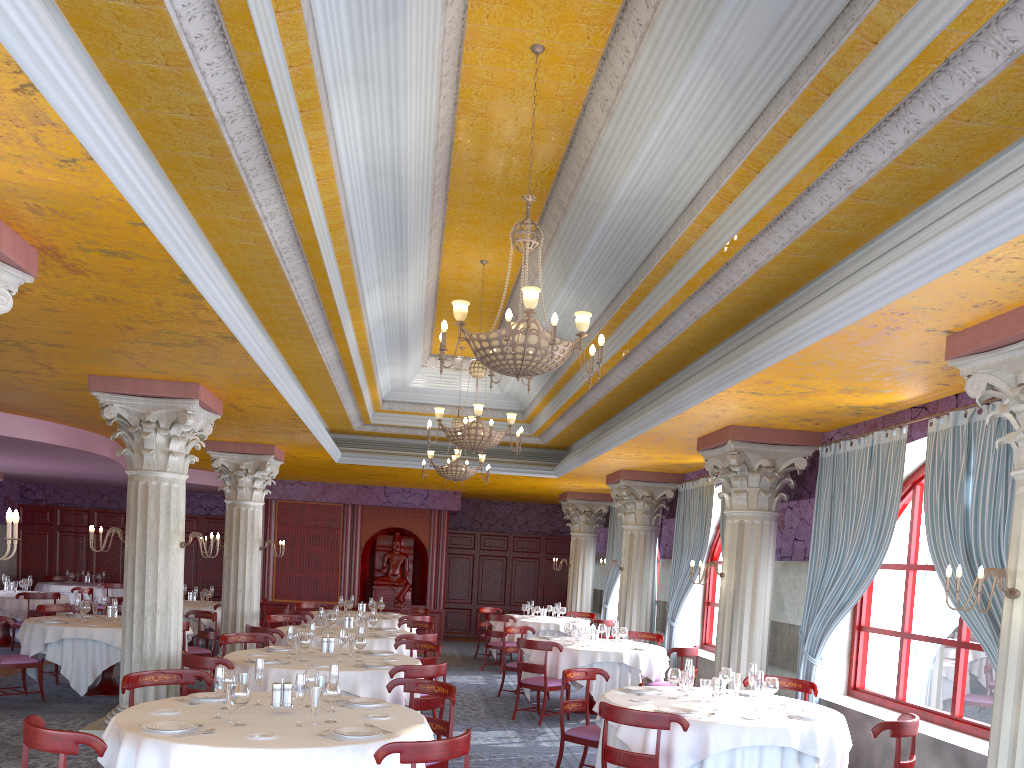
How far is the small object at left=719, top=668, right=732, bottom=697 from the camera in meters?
7.2

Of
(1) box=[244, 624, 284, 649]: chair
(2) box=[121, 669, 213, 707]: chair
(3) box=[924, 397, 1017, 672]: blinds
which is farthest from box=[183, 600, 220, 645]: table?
(3) box=[924, 397, 1017, 672]: blinds

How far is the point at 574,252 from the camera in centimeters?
840cm

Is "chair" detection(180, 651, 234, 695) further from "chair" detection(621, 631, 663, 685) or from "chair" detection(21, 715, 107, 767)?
"chair" detection(621, 631, 663, 685)

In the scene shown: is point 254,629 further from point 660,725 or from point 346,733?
point 660,725

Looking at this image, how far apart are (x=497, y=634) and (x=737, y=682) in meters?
8.4

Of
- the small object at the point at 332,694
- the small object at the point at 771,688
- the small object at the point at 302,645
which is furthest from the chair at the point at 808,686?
the small object at the point at 332,694

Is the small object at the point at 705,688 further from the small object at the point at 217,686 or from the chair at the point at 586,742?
the small object at the point at 217,686

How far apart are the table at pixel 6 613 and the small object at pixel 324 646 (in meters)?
8.90

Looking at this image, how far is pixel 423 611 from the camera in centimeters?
1580cm
